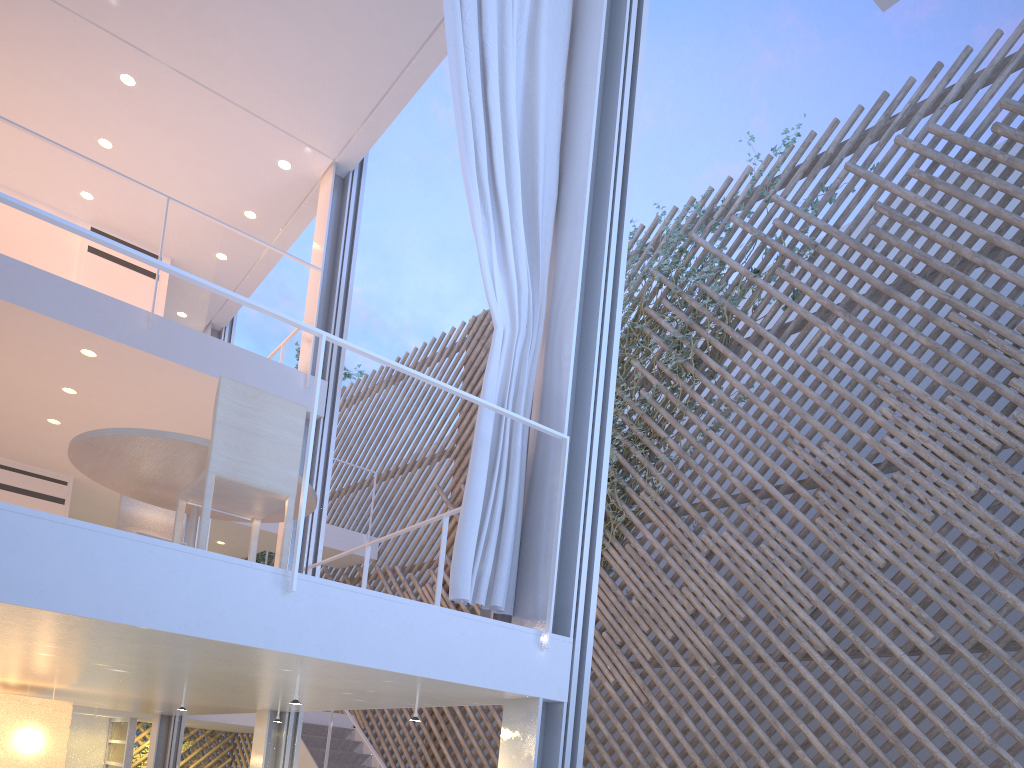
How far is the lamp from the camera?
2.9 meters

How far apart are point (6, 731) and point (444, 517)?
1.8 meters

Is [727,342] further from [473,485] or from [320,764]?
[320,764]

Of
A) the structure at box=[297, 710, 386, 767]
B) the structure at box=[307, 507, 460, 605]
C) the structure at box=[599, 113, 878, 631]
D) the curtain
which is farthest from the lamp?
the structure at box=[599, 113, 878, 631]

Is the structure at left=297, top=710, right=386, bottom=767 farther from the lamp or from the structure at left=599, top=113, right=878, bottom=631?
the lamp

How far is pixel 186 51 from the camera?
3.8 meters

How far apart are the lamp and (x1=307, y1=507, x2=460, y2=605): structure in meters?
1.2

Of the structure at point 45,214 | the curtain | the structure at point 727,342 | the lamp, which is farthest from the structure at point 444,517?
the structure at point 727,342

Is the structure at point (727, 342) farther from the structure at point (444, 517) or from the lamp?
the lamp

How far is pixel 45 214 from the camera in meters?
1.5 m
